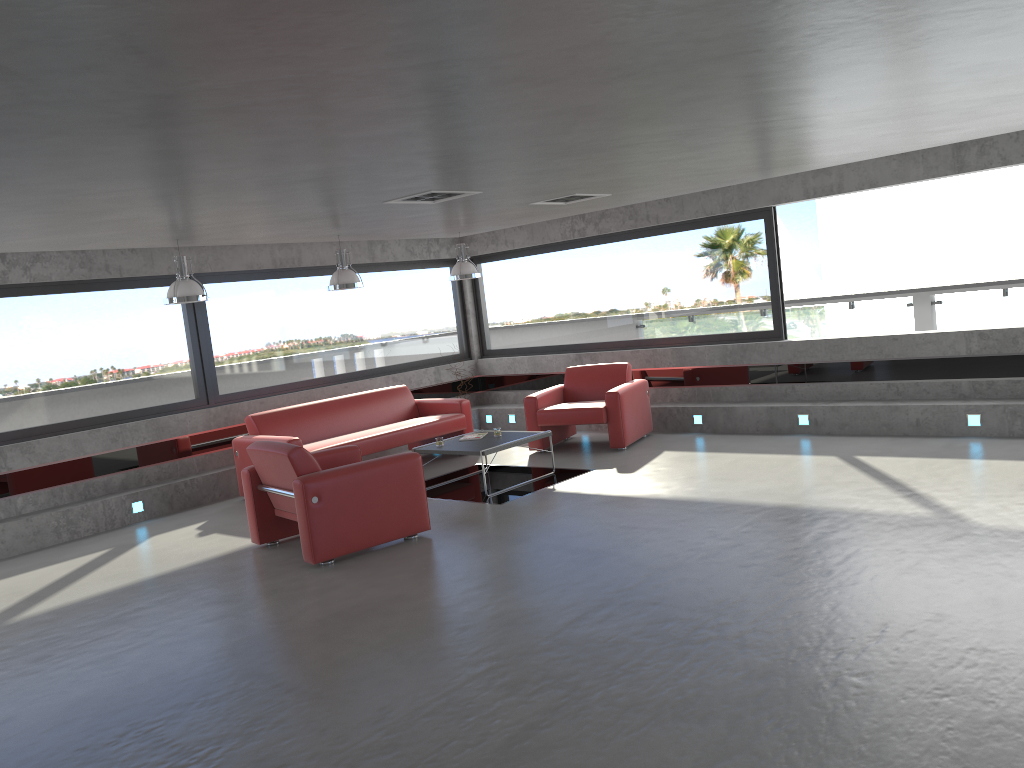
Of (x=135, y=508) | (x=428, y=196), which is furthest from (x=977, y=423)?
(x=135, y=508)

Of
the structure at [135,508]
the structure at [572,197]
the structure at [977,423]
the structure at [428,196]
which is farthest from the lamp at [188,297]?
the structure at [977,423]

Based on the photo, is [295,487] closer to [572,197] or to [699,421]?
[572,197]

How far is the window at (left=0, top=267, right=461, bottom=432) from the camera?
8.6m

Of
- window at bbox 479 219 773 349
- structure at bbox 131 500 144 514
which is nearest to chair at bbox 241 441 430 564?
structure at bbox 131 500 144 514

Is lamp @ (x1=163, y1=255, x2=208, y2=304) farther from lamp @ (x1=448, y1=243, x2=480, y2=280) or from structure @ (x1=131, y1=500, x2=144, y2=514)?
lamp @ (x1=448, y1=243, x2=480, y2=280)

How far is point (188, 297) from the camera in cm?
779

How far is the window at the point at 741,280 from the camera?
10.3 meters

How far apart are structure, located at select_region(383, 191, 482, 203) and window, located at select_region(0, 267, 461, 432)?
3.9m

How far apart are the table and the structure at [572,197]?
2.3 meters
